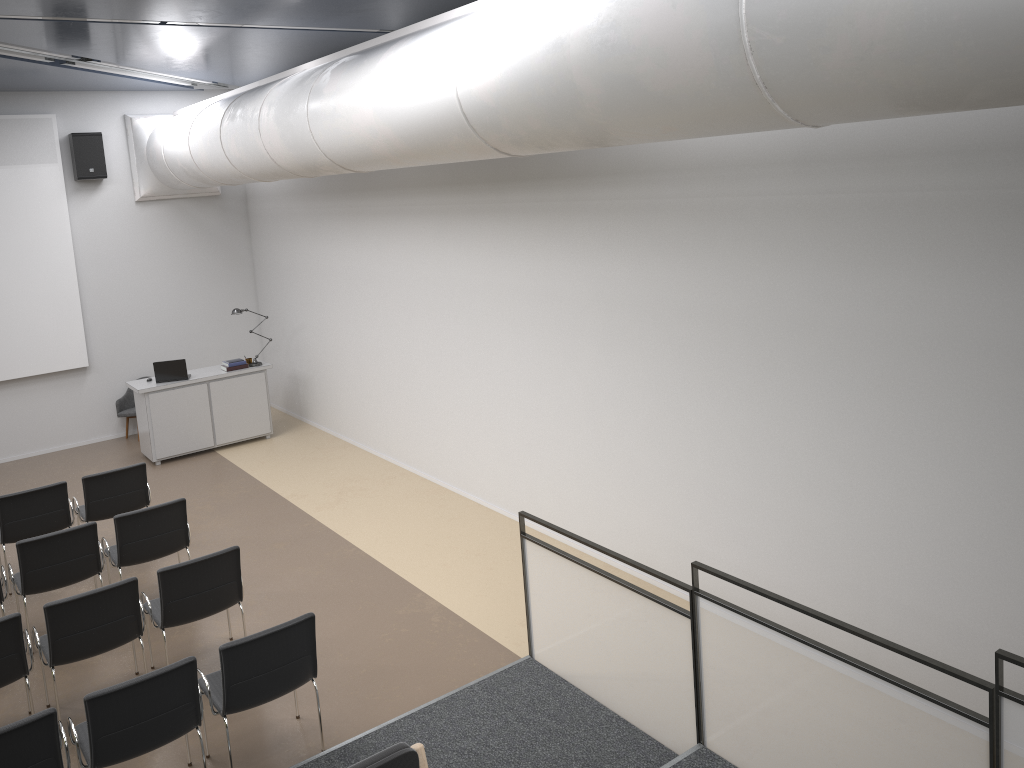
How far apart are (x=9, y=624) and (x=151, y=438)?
5.9 meters

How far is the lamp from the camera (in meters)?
11.72

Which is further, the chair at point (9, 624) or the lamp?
the lamp

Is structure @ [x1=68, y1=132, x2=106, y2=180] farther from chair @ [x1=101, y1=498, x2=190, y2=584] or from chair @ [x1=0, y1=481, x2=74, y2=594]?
chair @ [x1=101, y1=498, x2=190, y2=584]

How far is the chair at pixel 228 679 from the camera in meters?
5.0 m

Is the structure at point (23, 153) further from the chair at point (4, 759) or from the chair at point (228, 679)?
the chair at point (4, 759)

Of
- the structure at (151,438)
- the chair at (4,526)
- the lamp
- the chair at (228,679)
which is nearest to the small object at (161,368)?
the structure at (151,438)

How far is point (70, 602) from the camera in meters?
5.6 m

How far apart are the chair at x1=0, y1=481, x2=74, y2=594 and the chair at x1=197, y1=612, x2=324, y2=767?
3.4 meters

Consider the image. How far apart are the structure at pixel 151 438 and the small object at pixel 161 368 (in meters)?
0.08
